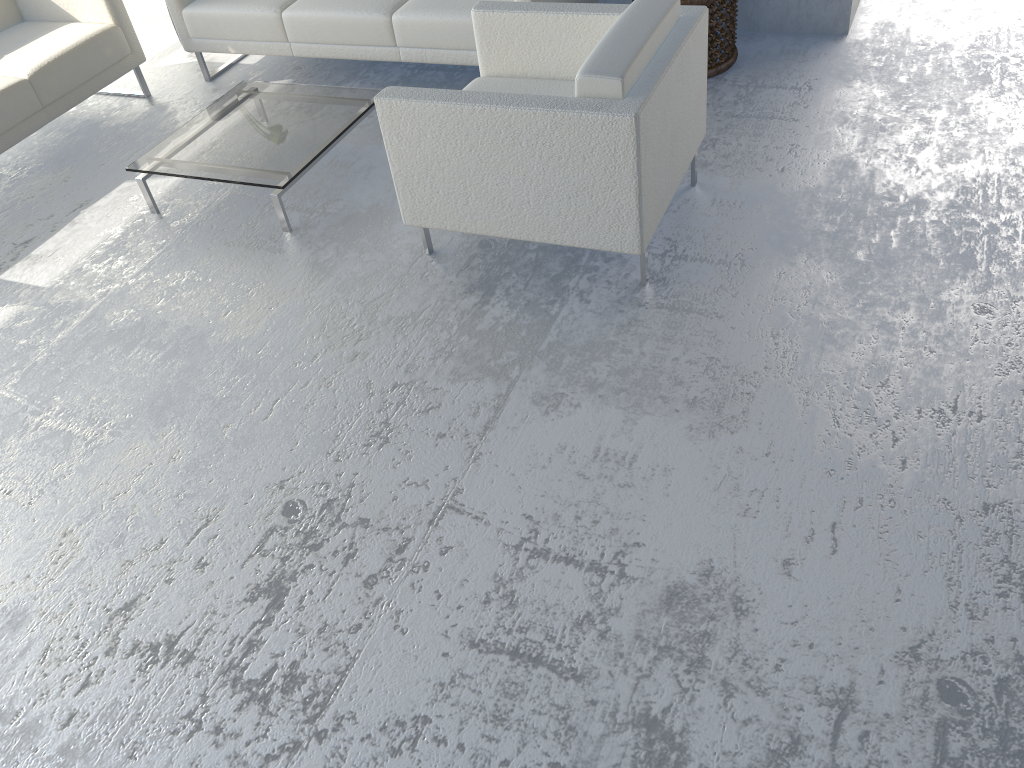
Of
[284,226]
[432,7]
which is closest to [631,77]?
[284,226]

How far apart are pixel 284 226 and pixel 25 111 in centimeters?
145cm

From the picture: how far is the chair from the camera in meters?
2.4 m

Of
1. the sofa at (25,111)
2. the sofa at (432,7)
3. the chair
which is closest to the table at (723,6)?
the chair

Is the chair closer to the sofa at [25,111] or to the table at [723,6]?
the table at [723,6]

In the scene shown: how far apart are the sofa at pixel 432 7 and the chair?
0.6 meters

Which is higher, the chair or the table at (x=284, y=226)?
the chair

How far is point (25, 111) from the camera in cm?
374

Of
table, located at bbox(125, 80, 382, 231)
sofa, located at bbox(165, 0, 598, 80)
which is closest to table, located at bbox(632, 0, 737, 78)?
sofa, located at bbox(165, 0, 598, 80)

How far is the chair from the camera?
2.38m
